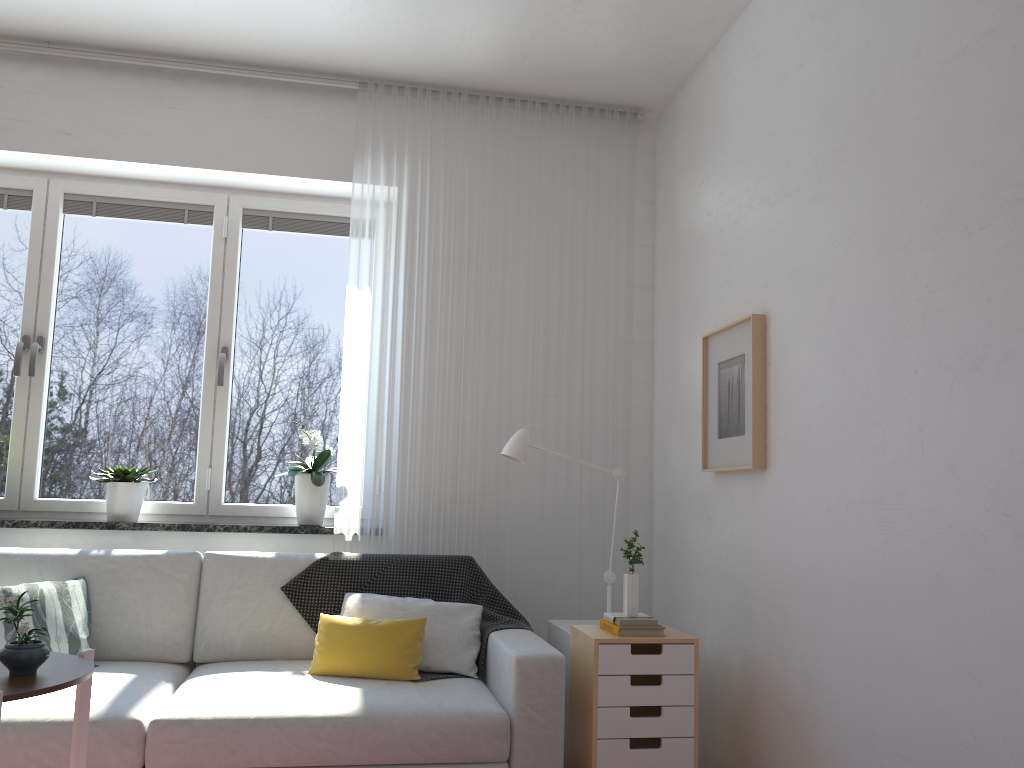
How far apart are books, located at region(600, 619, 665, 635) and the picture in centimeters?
61cm

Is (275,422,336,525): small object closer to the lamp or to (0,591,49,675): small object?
the lamp

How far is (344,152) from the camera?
3.9m

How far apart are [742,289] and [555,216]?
1.12m

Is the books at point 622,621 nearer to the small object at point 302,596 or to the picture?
the small object at point 302,596

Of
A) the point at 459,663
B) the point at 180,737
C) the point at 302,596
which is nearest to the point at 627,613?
the point at 459,663

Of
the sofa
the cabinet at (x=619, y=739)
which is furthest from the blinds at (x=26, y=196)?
the cabinet at (x=619, y=739)

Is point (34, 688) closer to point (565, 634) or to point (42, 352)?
point (565, 634)

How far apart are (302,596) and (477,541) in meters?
0.8 m

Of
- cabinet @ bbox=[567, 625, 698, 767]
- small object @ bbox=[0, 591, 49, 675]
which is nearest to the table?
small object @ bbox=[0, 591, 49, 675]
